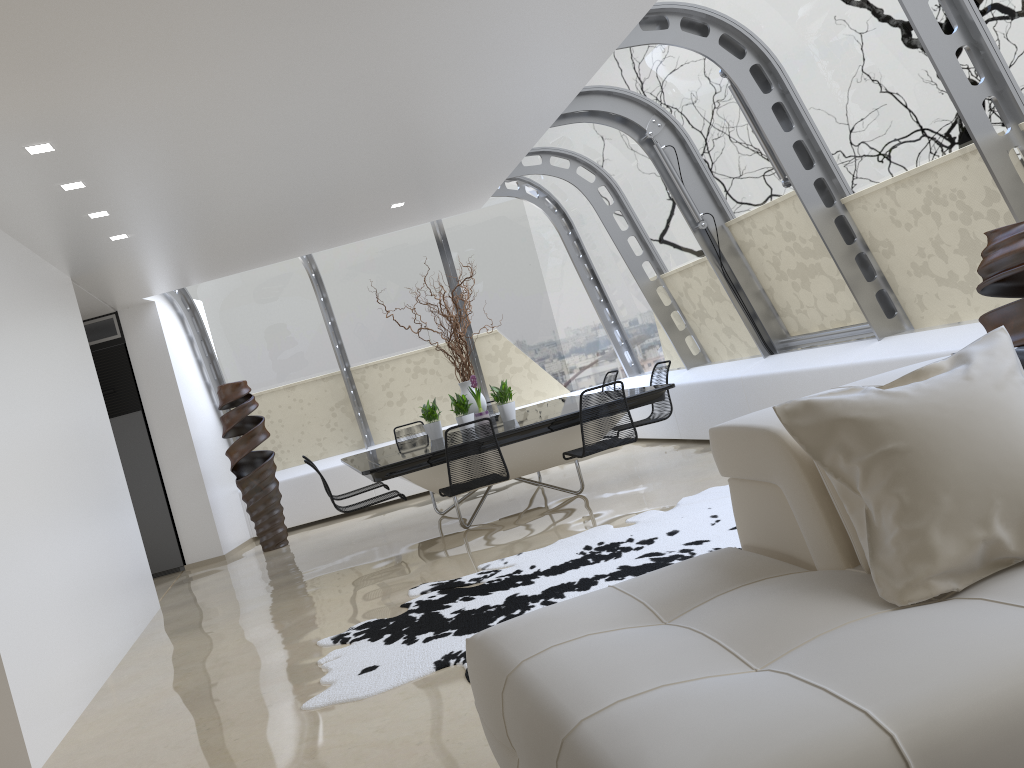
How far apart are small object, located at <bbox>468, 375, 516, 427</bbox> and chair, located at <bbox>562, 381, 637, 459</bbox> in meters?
1.2 m

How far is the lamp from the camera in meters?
4.5

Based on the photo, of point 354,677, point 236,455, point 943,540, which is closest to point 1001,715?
point 943,540

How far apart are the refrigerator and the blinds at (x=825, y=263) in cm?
644

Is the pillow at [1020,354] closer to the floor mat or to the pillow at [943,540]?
the pillow at [943,540]

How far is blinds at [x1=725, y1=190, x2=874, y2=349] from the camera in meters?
6.6 m

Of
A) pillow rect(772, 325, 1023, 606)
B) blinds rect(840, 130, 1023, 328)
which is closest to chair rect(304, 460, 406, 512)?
blinds rect(840, 130, 1023, 328)

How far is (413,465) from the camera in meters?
6.4

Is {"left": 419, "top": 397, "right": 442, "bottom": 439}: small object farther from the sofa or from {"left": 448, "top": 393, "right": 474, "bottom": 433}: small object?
the sofa

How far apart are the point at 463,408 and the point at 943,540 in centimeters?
587cm
